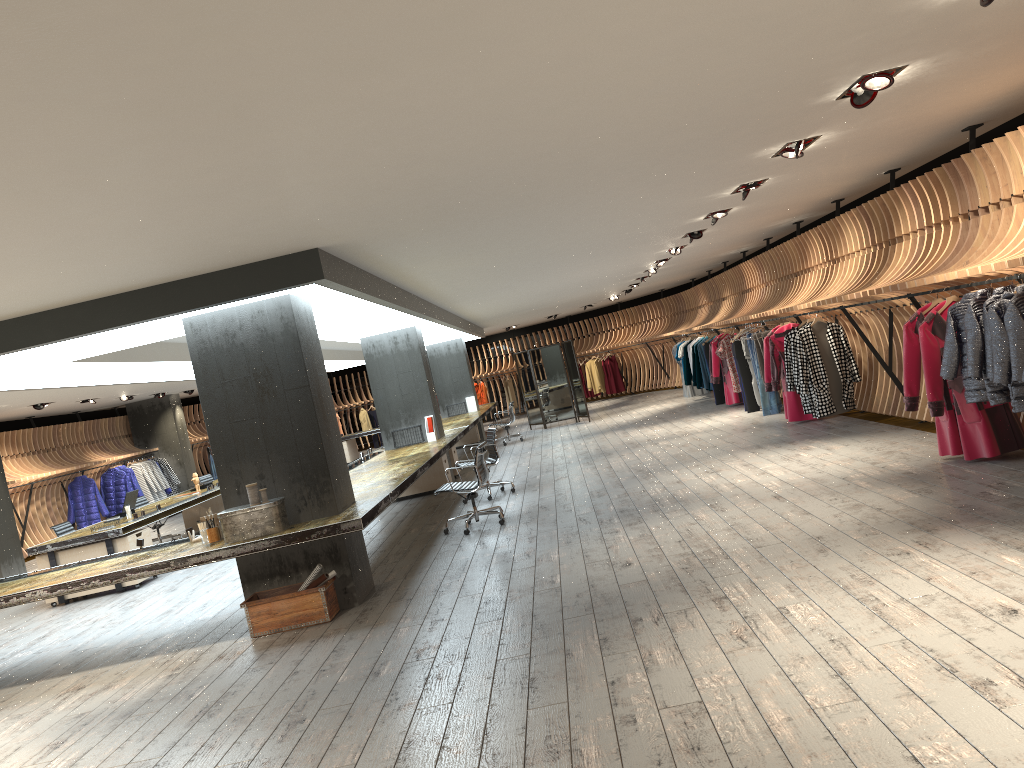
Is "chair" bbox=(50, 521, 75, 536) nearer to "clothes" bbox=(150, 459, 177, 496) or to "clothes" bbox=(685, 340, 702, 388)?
"clothes" bbox=(150, 459, 177, 496)

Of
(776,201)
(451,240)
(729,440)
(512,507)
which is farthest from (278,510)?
(729,440)

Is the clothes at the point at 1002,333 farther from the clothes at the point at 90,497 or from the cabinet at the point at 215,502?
the clothes at the point at 90,497

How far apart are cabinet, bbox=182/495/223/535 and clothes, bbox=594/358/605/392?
13.6m

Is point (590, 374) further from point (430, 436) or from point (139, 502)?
point (139, 502)

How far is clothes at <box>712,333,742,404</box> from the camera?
15.92m

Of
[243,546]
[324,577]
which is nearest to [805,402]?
[324,577]

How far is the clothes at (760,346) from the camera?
13.28m

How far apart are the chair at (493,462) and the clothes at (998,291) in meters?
6.2

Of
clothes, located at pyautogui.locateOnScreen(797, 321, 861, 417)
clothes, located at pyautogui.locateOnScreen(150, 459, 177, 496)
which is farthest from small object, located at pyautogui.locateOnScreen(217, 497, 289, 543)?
clothes, located at pyautogui.locateOnScreen(150, 459, 177, 496)
